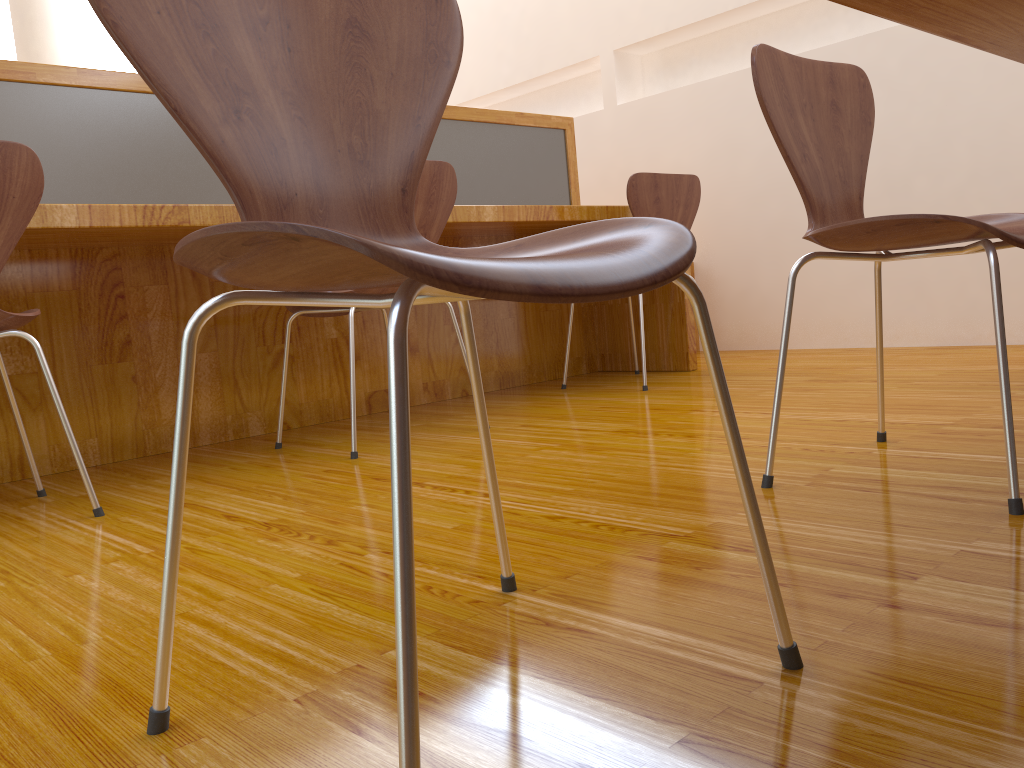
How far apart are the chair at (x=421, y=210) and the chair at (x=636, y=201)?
0.7m

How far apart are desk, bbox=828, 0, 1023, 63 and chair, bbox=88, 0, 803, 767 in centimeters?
24cm

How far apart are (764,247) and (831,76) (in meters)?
2.38

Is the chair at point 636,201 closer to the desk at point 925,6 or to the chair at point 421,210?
the chair at point 421,210

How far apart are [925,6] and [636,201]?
2.0m

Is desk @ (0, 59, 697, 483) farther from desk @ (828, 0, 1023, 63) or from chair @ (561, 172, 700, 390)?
desk @ (828, 0, 1023, 63)

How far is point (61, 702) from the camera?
0.8 meters

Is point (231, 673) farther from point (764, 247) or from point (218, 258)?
point (764, 247)

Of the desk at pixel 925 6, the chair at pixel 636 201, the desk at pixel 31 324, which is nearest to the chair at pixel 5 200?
the desk at pixel 31 324

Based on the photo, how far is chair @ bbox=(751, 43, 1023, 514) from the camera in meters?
1.2
